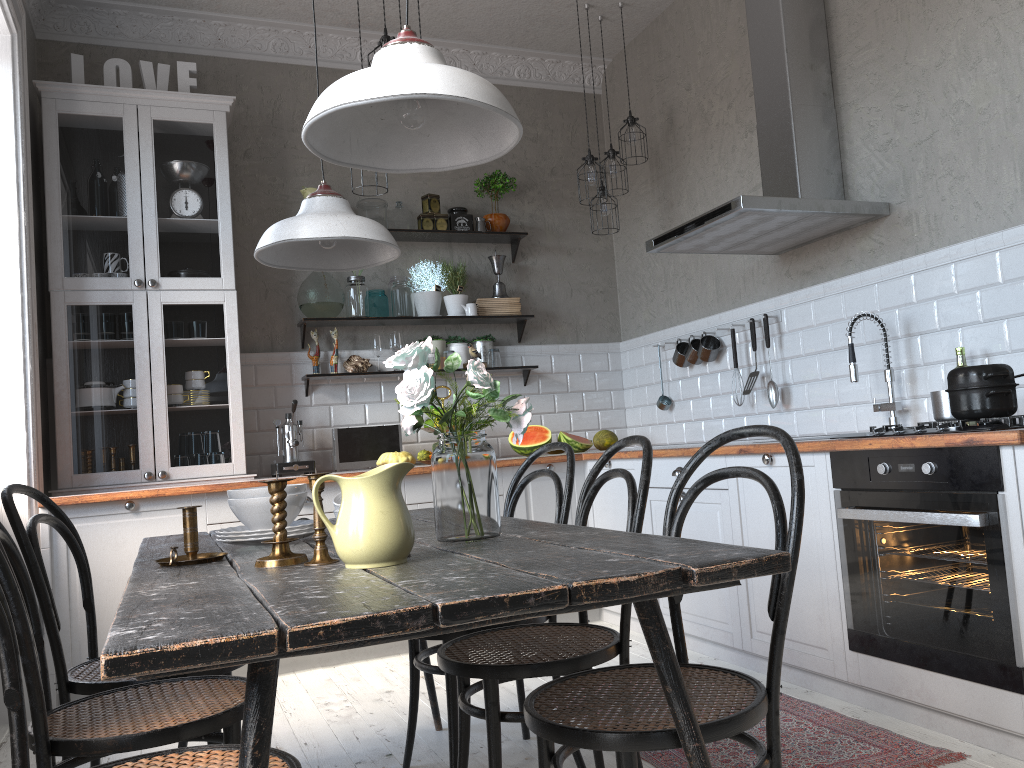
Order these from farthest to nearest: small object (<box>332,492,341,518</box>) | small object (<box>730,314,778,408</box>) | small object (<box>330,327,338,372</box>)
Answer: small object (<box>330,327,338,372</box>) → small object (<box>730,314,778,408</box>) → small object (<box>332,492,341,518</box>)

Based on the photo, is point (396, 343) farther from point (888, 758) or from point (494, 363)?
point (888, 758)

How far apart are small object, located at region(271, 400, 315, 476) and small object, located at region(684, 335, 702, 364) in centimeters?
201cm

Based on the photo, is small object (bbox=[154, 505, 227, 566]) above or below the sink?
below

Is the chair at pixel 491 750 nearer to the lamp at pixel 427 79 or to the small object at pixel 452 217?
the lamp at pixel 427 79

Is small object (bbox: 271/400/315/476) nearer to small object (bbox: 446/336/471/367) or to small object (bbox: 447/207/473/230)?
small object (bbox: 446/336/471/367)

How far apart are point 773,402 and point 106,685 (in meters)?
2.99

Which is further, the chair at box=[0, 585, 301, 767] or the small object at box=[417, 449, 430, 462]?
the small object at box=[417, 449, 430, 462]

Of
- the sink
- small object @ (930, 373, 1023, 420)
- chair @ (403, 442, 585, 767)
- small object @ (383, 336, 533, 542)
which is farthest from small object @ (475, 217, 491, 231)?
small object @ (383, 336, 533, 542)

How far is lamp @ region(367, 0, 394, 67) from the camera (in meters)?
3.54
